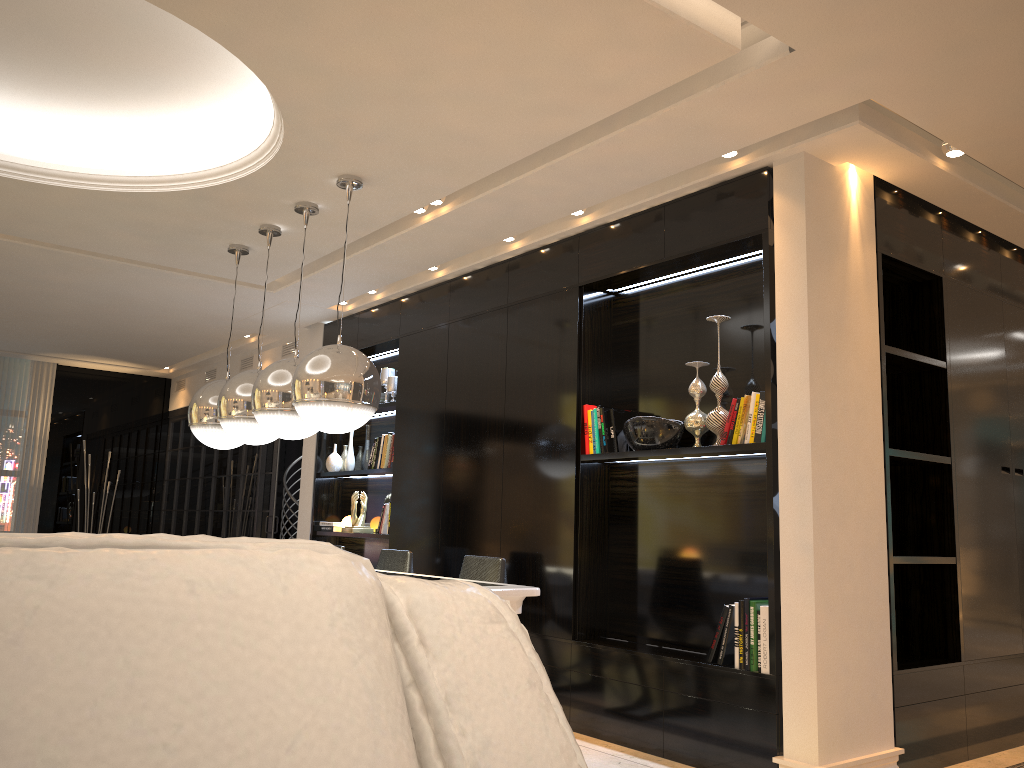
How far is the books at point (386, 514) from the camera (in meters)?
6.28

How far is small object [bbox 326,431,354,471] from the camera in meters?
7.0 m

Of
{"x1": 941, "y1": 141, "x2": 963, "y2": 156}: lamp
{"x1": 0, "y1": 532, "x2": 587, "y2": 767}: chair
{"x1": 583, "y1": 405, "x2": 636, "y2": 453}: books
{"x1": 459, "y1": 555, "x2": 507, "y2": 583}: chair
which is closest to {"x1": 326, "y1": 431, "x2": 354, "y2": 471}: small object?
{"x1": 459, "y1": 555, "x2": 507, "y2": 583}: chair

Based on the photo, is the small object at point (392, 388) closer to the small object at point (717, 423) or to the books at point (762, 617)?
the small object at point (717, 423)

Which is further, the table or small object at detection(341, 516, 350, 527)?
small object at detection(341, 516, 350, 527)

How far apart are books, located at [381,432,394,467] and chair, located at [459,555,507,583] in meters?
1.9 m

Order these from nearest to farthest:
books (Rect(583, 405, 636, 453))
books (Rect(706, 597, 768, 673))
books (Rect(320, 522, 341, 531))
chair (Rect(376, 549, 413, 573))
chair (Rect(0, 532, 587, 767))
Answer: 1. chair (Rect(0, 532, 587, 767))
2. books (Rect(706, 597, 768, 673))
3. books (Rect(583, 405, 636, 453))
4. chair (Rect(376, 549, 413, 573))
5. books (Rect(320, 522, 341, 531))

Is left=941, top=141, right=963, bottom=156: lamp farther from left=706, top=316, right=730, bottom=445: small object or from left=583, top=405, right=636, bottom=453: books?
left=583, top=405, right=636, bottom=453: books

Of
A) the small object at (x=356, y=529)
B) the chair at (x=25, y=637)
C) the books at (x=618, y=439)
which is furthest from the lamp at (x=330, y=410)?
the chair at (x=25, y=637)

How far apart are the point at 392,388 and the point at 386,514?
0.9m
